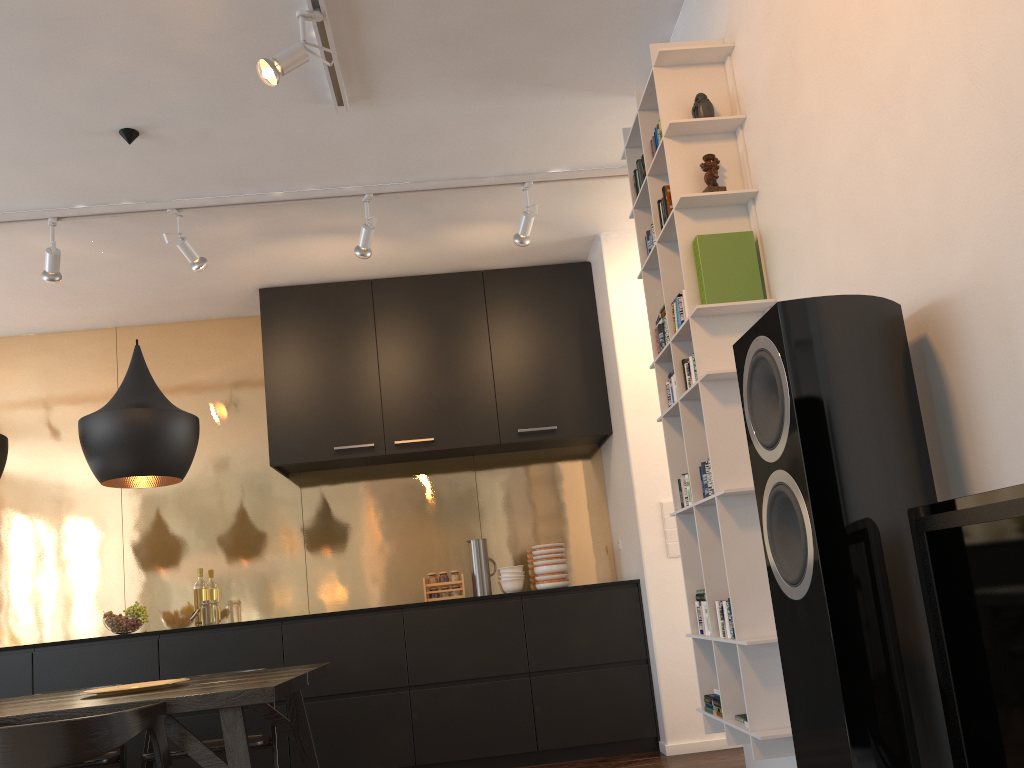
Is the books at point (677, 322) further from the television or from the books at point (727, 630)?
the television

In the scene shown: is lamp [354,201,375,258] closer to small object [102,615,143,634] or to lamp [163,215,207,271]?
lamp [163,215,207,271]

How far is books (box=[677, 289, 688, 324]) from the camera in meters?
2.6 m

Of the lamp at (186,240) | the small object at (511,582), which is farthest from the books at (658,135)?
the small object at (511,582)

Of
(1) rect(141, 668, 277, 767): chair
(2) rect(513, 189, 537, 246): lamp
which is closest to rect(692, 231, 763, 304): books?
(2) rect(513, 189, 537, 246): lamp

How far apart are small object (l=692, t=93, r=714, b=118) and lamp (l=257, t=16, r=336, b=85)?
1.3m

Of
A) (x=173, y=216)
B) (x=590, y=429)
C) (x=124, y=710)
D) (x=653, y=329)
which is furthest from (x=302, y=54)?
(x=590, y=429)

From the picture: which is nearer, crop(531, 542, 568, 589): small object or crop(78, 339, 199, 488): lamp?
crop(78, 339, 199, 488): lamp

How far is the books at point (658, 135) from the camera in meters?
2.8

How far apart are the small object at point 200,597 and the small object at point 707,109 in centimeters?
391cm
